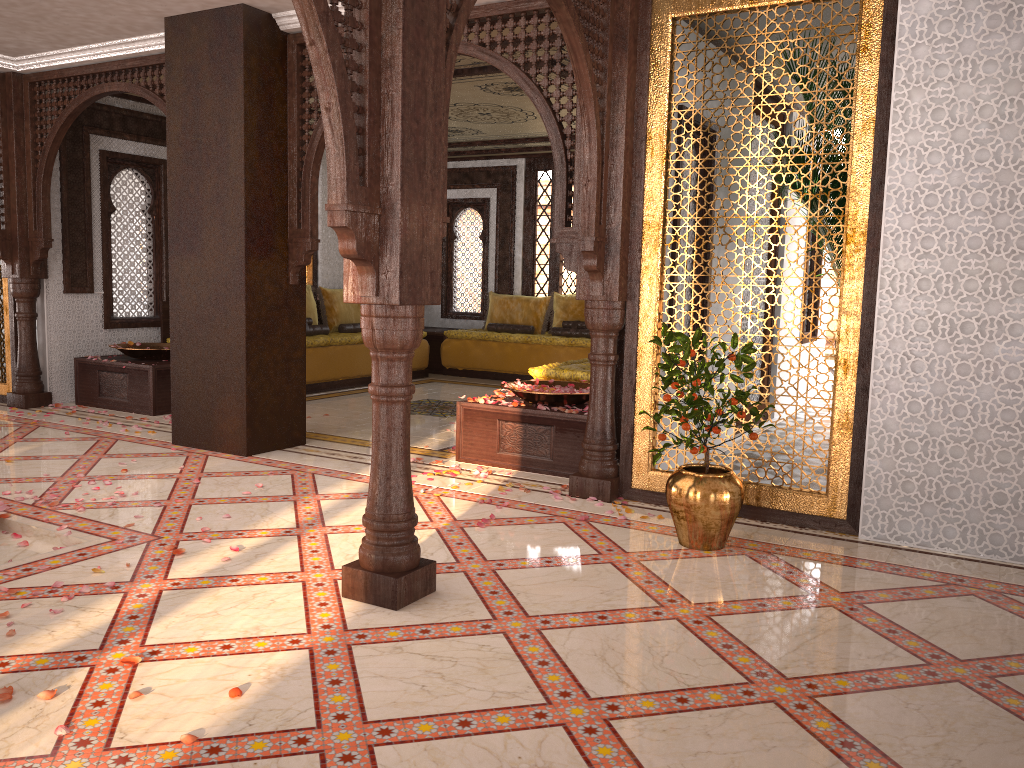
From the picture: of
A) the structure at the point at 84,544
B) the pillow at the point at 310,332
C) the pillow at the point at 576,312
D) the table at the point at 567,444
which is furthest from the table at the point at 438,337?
the structure at the point at 84,544

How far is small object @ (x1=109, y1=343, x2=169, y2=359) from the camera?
7.7m

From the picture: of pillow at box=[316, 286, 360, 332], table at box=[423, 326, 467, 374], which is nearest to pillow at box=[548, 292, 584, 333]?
table at box=[423, 326, 467, 374]

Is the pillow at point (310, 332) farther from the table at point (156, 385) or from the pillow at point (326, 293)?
the table at point (156, 385)

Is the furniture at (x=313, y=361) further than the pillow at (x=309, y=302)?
No

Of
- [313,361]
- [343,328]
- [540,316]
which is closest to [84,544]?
[313,361]

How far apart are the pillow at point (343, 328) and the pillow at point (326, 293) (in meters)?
0.08

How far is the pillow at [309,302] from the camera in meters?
9.9 m

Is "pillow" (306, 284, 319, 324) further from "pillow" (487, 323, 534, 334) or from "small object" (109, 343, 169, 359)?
"pillow" (487, 323, 534, 334)

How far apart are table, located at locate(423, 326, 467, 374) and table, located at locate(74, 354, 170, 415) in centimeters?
406cm
